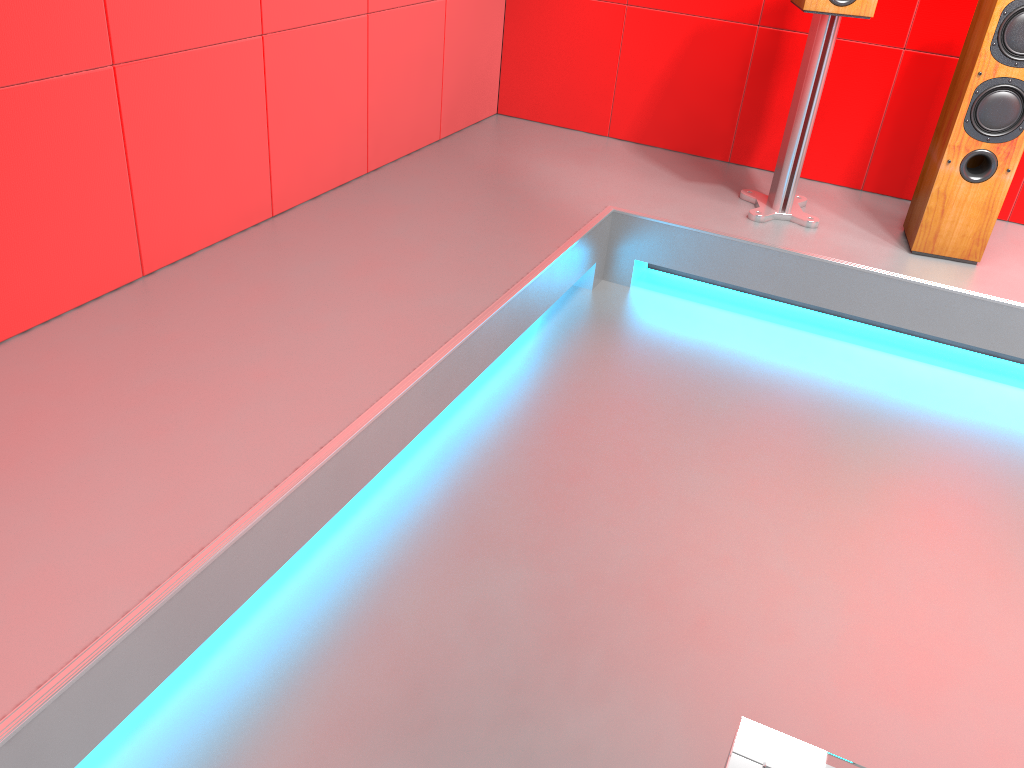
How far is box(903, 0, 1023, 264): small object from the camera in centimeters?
244cm

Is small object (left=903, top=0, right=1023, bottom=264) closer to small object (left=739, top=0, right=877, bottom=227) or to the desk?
small object (left=739, top=0, right=877, bottom=227)

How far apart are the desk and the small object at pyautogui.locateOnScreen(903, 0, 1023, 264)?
2.4m

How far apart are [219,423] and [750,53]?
2.46m

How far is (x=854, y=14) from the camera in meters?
2.6 m

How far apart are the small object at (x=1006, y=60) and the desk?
2.4m

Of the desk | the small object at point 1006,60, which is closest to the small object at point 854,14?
the small object at point 1006,60

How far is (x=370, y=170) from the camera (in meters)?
2.97

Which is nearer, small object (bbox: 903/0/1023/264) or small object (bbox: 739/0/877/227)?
small object (bbox: 903/0/1023/264)

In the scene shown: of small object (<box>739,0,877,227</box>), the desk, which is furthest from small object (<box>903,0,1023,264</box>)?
the desk
